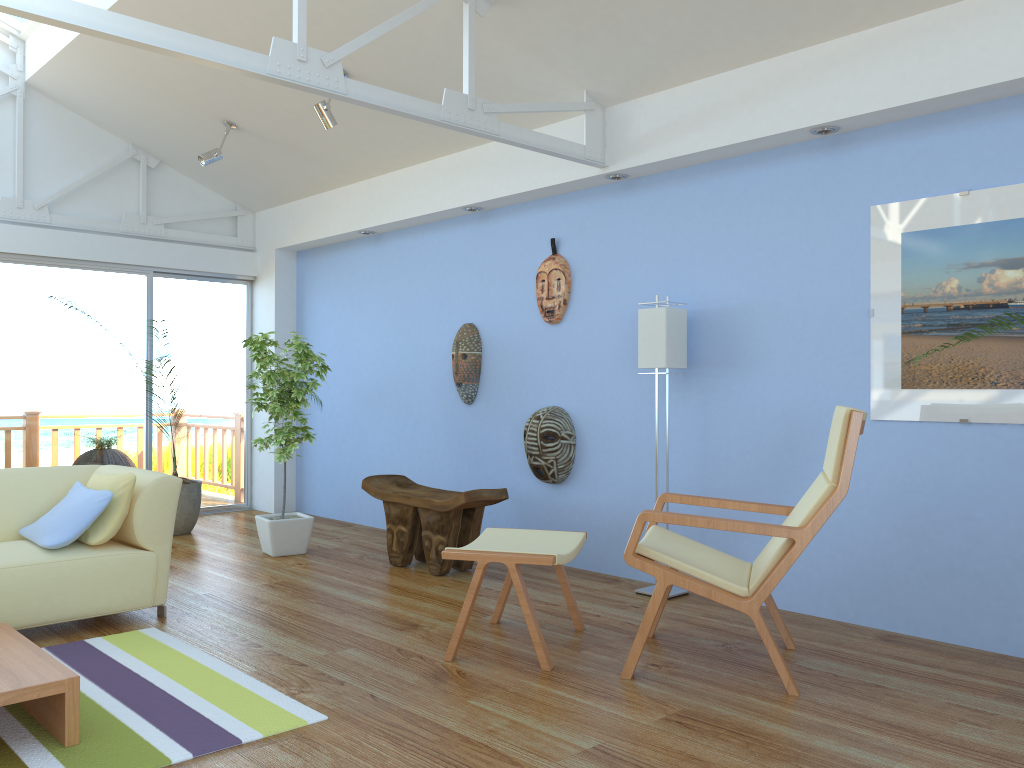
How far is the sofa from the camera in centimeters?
358cm

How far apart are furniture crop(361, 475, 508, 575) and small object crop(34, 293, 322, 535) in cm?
149

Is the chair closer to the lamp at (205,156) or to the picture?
the picture

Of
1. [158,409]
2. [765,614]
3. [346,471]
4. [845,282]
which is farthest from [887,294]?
[158,409]

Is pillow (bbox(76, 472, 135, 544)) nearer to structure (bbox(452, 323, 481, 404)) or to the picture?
structure (bbox(452, 323, 481, 404))

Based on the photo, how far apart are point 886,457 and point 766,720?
1.52m

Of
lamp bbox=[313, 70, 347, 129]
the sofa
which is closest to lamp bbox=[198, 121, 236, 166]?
lamp bbox=[313, 70, 347, 129]

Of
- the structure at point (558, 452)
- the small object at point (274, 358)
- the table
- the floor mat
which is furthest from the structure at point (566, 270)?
the table

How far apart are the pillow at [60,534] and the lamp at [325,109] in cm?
238

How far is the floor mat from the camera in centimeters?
251cm
